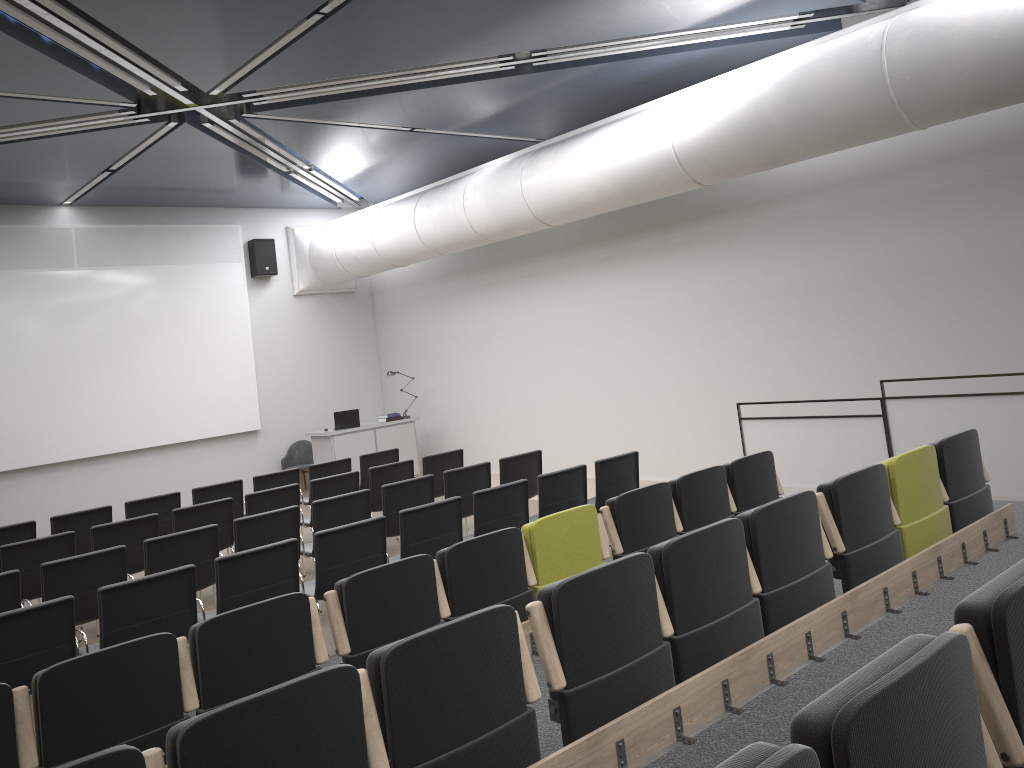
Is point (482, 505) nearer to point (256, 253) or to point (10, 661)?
point (10, 661)

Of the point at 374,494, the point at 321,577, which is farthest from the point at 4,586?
the point at 374,494

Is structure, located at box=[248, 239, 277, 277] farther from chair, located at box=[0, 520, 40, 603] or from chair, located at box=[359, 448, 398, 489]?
chair, located at box=[0, 520, 40, 603]

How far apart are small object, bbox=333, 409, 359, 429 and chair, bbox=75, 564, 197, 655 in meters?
8.4

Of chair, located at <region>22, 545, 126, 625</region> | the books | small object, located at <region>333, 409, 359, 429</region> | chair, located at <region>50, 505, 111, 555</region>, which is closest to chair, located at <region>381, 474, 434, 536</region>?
chair, located at <region>22, 545, 126, 625</region>

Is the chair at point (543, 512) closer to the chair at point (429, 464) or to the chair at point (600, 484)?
the chair at point (600, 484)

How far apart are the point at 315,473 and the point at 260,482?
0.7m

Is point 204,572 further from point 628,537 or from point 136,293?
point 136,293

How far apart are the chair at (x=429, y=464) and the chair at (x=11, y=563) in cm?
361

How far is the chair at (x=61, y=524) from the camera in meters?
8.5
